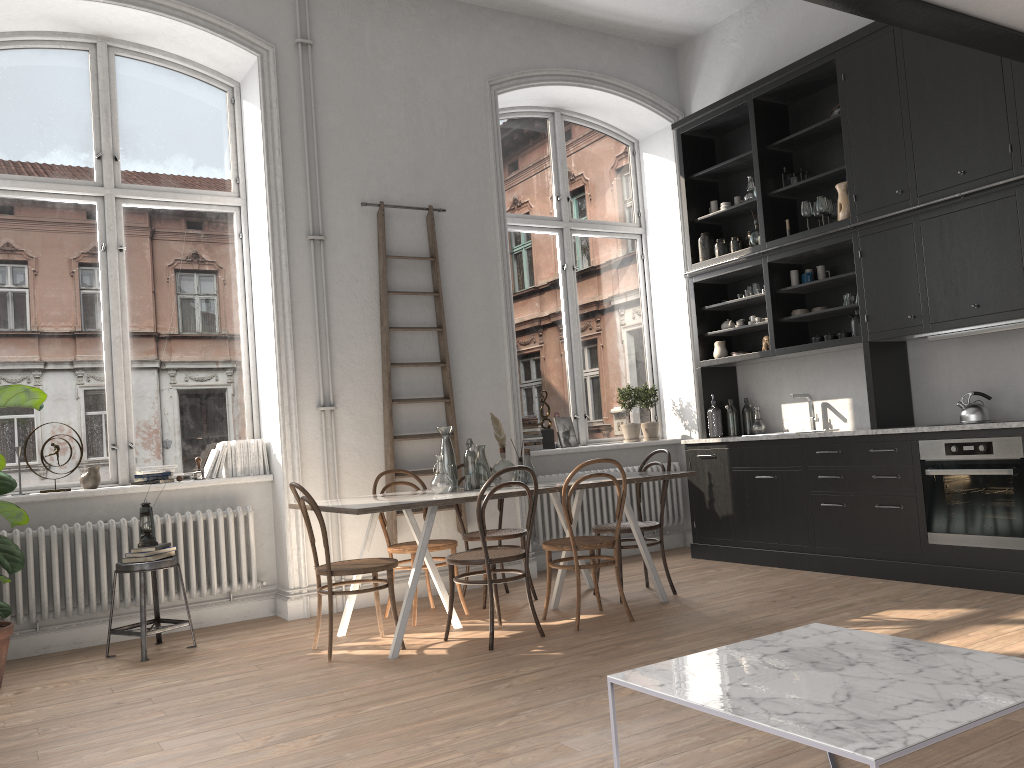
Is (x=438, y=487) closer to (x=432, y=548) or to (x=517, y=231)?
(x=432, y=548)

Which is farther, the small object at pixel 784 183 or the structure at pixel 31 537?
the small object at pixel 784 183

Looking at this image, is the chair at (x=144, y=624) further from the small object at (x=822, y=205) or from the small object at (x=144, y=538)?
the small object at (x=822, y=205)

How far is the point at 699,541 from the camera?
7.0m

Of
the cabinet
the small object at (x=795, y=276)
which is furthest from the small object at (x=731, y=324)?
the small object at (x=795, y=276)

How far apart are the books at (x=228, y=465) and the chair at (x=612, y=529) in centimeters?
245cm

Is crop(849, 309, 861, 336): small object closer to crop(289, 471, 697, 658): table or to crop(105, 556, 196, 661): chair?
crop(289, 471, 697, 658): table

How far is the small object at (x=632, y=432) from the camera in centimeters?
768cm

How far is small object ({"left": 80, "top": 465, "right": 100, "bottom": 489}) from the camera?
5.4m

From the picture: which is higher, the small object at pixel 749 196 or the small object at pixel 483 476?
the small object at pixel 749 196
